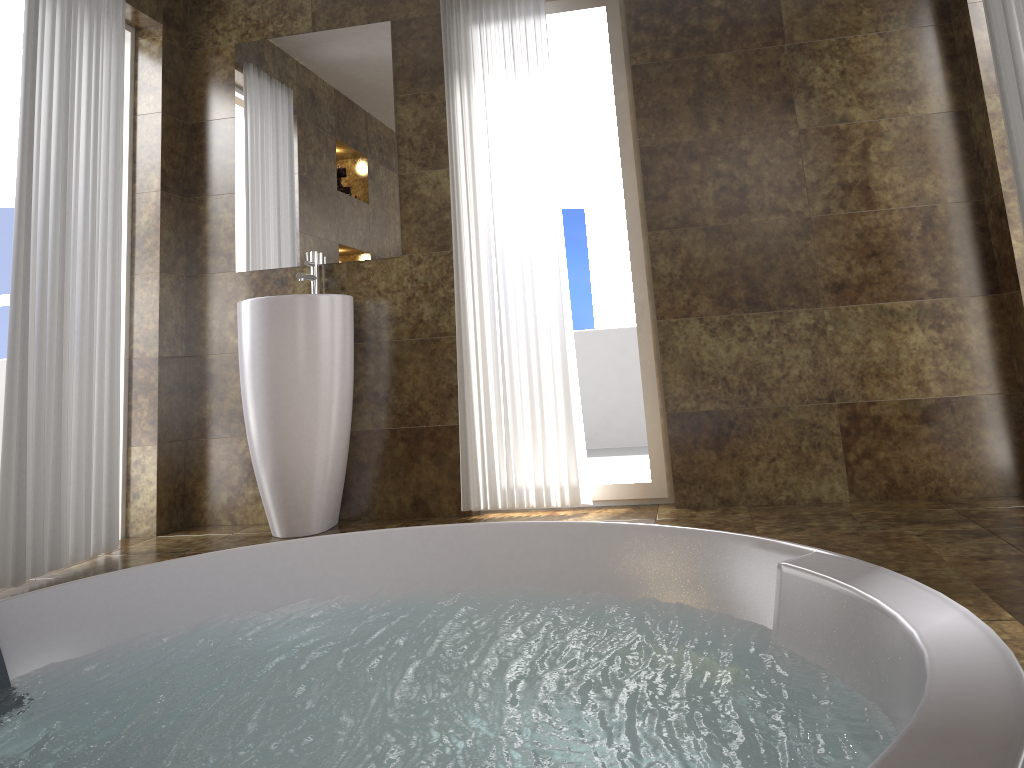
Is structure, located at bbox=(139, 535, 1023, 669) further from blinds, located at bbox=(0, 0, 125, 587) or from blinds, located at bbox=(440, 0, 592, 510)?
blinds, located at bbox=(0, 0, 125, 587)

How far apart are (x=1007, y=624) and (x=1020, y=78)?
1.86m

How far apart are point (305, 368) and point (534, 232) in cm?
106

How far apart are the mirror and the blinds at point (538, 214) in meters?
0.3

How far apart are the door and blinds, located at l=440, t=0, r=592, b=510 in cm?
186

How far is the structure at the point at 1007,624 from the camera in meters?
1.5 m

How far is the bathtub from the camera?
1.2m

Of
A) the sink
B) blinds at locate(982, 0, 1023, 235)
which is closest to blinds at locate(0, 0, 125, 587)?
the sink

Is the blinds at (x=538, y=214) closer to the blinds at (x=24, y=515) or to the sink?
the sink

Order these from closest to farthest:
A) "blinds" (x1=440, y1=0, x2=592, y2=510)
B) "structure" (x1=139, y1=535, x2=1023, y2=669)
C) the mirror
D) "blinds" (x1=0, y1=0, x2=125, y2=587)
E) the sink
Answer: "structure" (x1=139, y1=535, x2=1023, y2=669), "blinds" (x1=0, y1=0, x2=125, y2=587), the sink, "blinds" (x1=440, y1=0, x2=592, y2=510), the mirror
